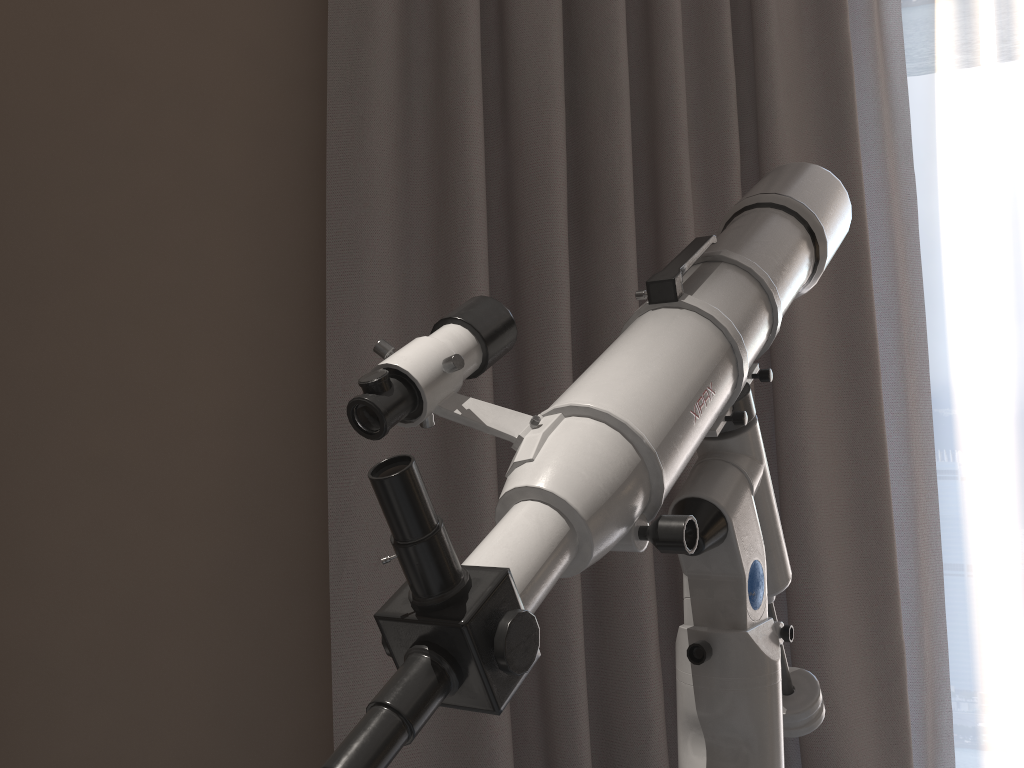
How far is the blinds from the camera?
1.3m

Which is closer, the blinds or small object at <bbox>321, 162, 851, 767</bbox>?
small object at <bbox>321, 162, 851, 767</bbox>

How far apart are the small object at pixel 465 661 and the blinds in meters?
0.4 m

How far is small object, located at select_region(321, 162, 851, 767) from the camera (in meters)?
0.42

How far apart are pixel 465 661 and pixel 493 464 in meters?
0.8

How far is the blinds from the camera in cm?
126

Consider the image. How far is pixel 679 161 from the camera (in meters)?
1.37

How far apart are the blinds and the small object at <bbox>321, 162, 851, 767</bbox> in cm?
39

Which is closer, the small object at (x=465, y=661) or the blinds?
the small object at (x=465, y=661)
